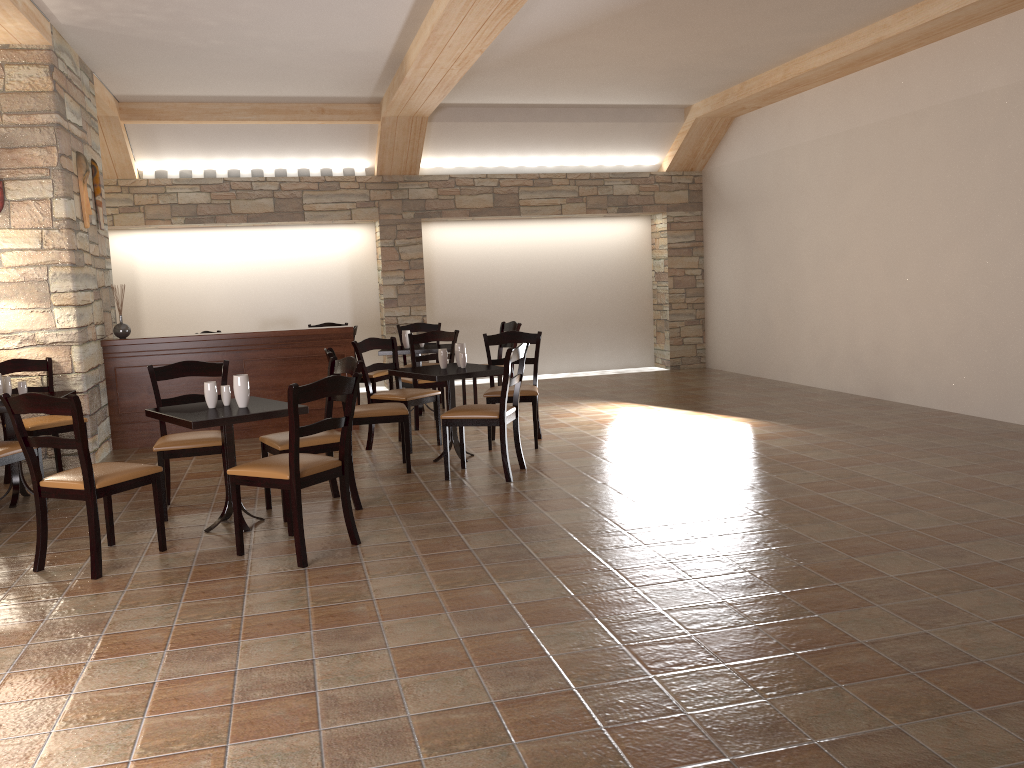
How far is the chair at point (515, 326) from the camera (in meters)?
8.57

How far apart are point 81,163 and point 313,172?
3.70m

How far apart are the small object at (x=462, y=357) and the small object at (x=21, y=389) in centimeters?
279cm

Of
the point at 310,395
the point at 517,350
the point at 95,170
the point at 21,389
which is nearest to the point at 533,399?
the point at 517,350

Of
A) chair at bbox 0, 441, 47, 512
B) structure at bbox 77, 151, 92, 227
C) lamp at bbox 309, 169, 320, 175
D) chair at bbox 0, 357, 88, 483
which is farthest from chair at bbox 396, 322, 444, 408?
chair at bbox 0, 441, 47, 512

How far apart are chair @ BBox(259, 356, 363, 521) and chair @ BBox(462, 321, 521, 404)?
3.4m

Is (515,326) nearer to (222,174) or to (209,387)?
(222,174)

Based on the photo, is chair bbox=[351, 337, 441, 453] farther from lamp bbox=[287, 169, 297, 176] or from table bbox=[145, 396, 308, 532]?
lamp bbox=[287, 169, 297, 176]

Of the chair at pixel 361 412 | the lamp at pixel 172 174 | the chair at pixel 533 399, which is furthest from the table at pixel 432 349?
the lamp at pixel 172 174

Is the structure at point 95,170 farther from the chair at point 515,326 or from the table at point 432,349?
the chair at point 515,326
